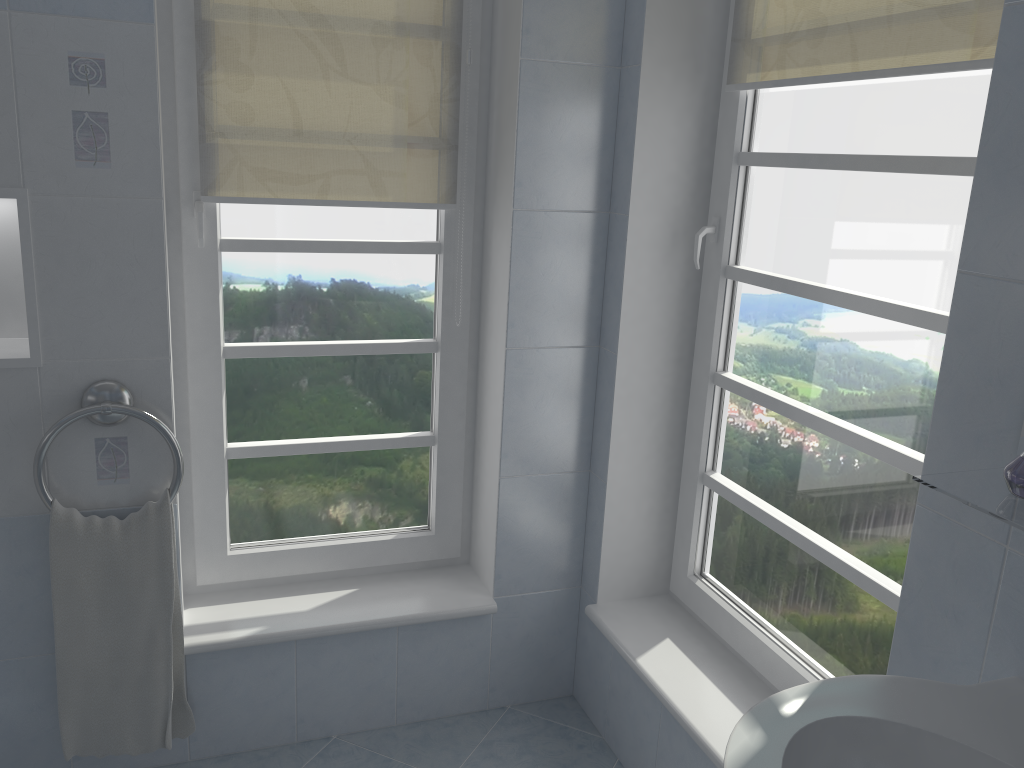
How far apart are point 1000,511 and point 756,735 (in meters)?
0.36

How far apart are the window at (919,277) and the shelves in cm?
44

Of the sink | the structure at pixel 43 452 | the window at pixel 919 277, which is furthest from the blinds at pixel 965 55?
the structure at pixel 43 452

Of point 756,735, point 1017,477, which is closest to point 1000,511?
point 1017,477

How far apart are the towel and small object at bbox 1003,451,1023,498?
1.6 meters

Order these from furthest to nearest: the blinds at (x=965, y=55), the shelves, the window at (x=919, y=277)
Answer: the window at (x=919, y=277), the blinds at (x=965, y=55), the shelves

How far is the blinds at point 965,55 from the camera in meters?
1.4

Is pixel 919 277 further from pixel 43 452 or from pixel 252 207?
pixel 43 452

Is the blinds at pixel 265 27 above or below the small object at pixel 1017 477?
above

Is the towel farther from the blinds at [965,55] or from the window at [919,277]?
the blinds at [965,55]
